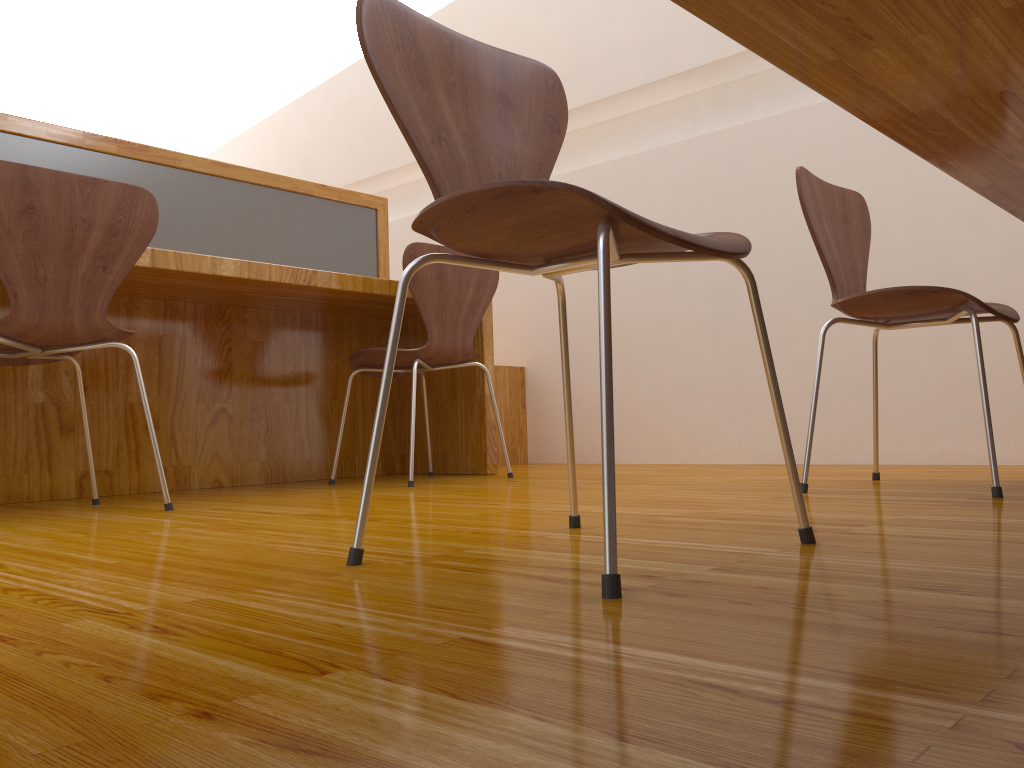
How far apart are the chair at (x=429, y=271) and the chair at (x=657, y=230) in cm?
122

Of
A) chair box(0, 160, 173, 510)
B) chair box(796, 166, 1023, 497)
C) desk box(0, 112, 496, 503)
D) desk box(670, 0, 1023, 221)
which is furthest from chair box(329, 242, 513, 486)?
desk box(670, 0, 1023, 221)

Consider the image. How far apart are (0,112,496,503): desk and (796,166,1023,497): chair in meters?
1.2 m

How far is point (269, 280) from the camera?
2.34m

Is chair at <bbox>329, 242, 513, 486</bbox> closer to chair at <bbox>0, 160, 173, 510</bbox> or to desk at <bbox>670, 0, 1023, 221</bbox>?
chair at <bbox>0, 160, 173, 510</bbox>

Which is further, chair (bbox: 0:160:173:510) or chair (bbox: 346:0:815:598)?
chair (bbox: 0:160:173:510)

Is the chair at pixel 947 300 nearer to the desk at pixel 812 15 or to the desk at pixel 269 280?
the desk at pixel 812 15

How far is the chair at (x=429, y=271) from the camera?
2.5 meters

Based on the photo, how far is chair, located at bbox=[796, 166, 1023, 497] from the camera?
1.70m

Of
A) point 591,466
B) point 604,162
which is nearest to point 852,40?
point 591,466
